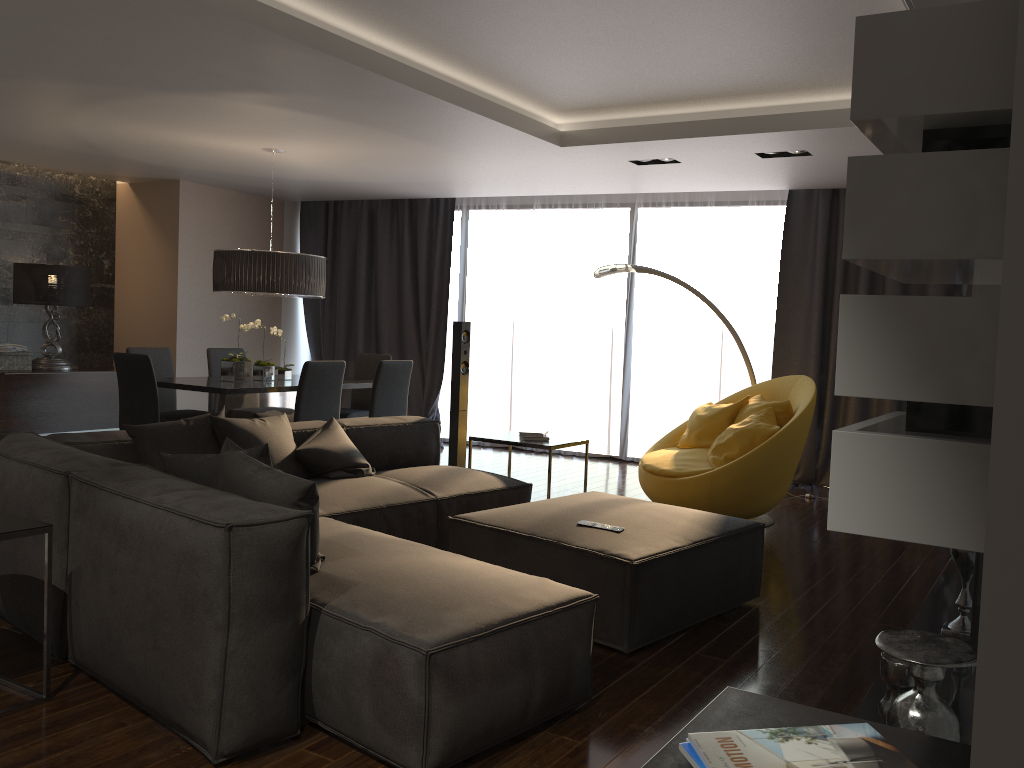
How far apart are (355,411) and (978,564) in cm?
593

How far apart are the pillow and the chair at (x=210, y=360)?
3.1 meters

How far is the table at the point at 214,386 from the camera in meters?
6.1

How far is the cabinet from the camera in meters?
7.8 m

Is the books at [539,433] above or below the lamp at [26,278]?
below

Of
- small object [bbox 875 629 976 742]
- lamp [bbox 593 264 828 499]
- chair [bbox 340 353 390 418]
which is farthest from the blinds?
small object [bbox 875 629 976 742]

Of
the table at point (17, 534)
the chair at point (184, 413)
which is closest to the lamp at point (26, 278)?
the chair at point (184, 413)

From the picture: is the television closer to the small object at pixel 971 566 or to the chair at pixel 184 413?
the small object at pixel 971 566

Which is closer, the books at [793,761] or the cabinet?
the books at [793,761]

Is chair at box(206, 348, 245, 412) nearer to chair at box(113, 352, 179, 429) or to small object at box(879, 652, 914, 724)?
chair at box(113, 352, 179, 429)
